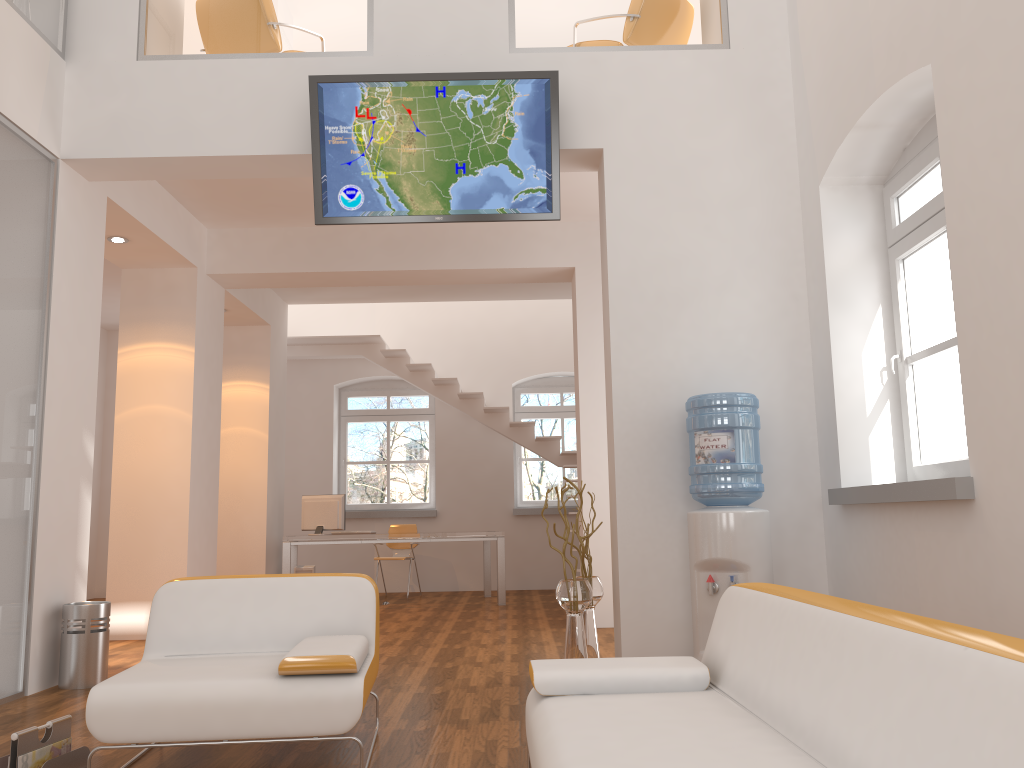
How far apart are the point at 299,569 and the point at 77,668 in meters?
4.5 m

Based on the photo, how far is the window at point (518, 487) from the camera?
11.5m

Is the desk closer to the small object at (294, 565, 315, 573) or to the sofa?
the small object at (294, 565, 315, 573)

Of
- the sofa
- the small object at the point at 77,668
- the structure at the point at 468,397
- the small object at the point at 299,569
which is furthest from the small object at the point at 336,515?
the sofa

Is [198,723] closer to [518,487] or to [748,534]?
[748,534]

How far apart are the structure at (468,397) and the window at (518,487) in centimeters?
95cm

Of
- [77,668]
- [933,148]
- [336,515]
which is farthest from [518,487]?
[933,148]

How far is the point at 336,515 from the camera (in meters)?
9.27

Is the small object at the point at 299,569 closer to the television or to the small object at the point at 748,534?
the television

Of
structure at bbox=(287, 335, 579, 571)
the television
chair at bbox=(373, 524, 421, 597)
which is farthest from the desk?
the television
